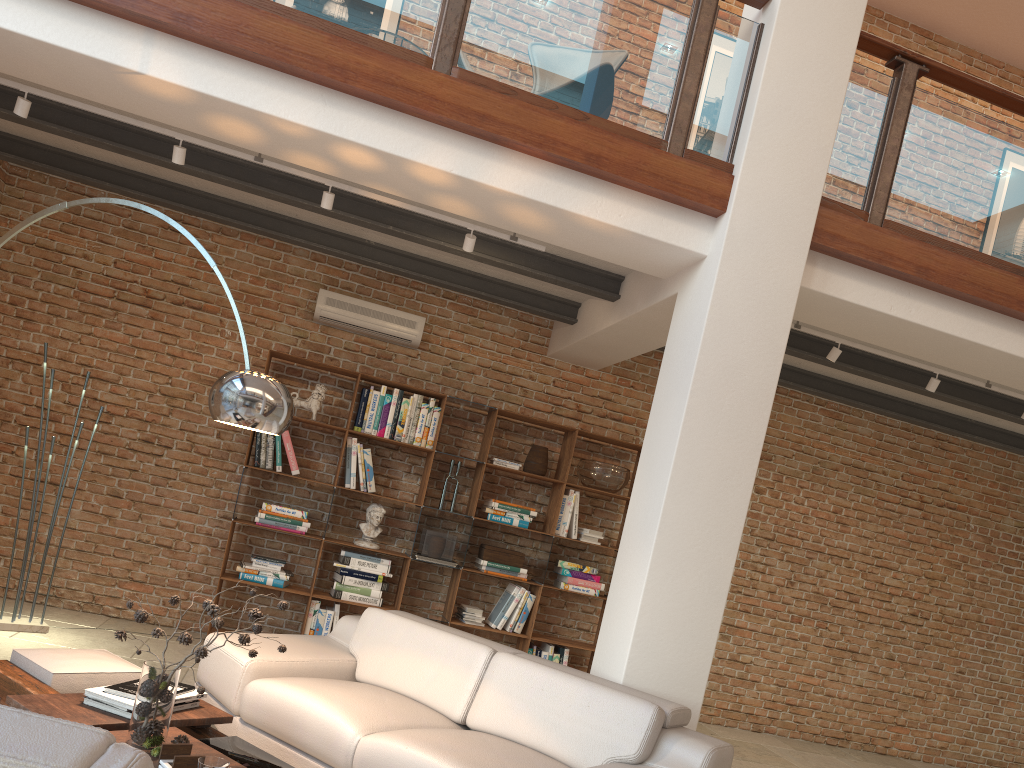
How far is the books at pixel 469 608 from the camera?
6.6m

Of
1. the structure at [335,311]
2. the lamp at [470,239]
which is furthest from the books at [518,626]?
the lamp at [470,239]

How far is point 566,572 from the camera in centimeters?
680cm

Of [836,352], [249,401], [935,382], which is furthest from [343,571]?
[935,382]

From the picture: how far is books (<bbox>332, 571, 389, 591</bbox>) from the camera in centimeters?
636cm

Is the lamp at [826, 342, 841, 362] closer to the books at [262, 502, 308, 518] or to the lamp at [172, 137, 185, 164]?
the books at [262, 502, 308, 518]

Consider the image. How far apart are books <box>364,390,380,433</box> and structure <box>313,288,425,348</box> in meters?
0.5 m

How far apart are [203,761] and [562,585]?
4.52m

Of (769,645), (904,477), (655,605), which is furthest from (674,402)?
(904,477)

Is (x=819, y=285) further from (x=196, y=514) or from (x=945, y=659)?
(x=945, y=659)
